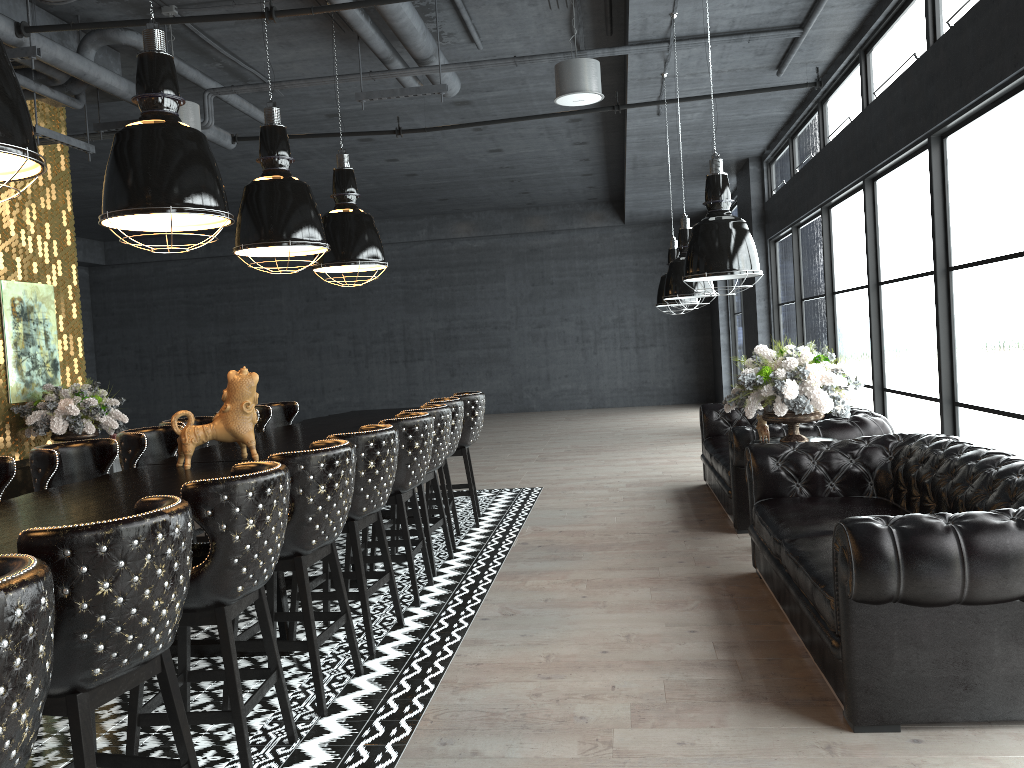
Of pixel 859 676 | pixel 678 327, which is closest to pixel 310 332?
pixel 678 327

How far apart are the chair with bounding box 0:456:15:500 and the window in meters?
5.2

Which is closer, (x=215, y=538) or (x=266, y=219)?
(x=215, y=538)

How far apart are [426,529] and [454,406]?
1.07m

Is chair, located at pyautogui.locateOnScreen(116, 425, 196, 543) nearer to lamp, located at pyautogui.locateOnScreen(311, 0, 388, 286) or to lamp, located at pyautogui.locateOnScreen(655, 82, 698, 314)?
lamp, located at pyautogui.locateOnScreen(311, 0, 388, 286)

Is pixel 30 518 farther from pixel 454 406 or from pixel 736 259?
pixel 454 406

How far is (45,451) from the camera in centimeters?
447cm

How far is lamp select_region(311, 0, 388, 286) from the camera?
6.9m

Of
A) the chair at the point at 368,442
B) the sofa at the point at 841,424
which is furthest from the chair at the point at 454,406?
the sofa at the point at 841,424

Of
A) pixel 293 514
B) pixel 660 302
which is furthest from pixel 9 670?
pixel 660 302
